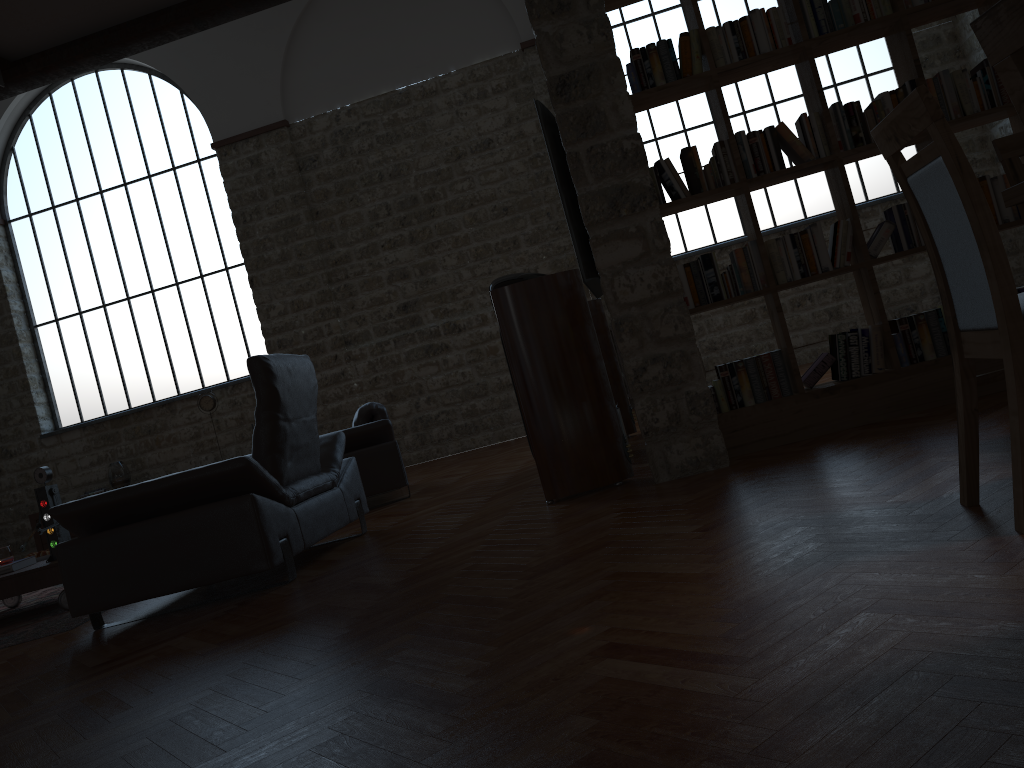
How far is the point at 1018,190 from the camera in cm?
247

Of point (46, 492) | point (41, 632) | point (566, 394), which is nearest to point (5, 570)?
point (46, 492)

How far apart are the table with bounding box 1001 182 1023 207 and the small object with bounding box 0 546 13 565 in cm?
557

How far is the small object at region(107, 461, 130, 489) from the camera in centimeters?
1052cm

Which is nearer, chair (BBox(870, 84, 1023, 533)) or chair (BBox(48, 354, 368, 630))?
chair (BBox(870, 84, 1023, 533))

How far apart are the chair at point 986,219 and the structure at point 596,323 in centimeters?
434cm

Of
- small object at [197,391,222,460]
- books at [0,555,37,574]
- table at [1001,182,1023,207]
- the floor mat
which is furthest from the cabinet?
table at [1001,182,1023,207]

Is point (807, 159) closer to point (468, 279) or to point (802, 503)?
point (802, 503)

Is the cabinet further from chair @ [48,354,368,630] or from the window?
chair @ [48,354,368,630]

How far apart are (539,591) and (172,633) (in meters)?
1.73
